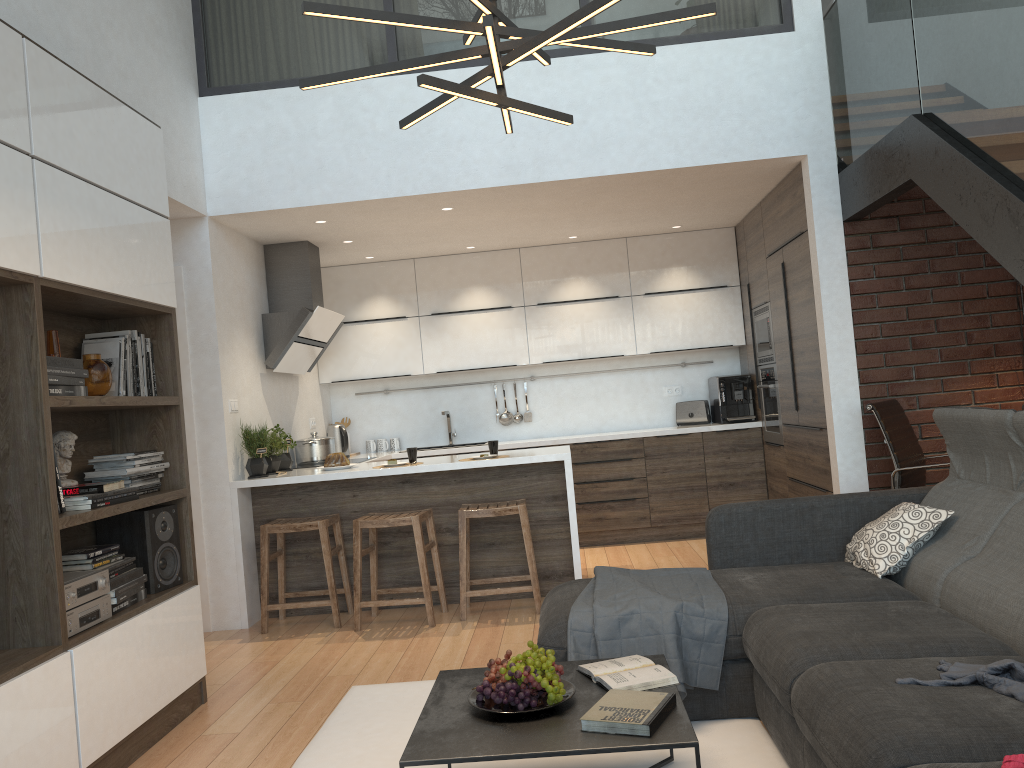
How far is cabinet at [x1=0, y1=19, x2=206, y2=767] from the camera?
2.7 meters

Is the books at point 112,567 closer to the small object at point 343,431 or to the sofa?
the sofa

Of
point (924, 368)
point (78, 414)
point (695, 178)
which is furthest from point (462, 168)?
point (924, 368)

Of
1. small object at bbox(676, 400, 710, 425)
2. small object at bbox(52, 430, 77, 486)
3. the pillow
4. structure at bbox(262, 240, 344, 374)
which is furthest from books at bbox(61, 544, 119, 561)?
small object at bbox(676, 400, 710, 425)

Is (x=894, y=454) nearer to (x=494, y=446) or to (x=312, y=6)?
(x=494, y=446)

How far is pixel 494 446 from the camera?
5.3 meters

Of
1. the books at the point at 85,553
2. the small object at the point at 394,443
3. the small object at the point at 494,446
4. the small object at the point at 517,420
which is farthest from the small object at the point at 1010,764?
the small object at the point at 394,443

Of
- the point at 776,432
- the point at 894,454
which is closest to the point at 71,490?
the point at 894,454

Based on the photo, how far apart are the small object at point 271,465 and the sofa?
2.55m

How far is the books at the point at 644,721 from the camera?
2.1 meters
